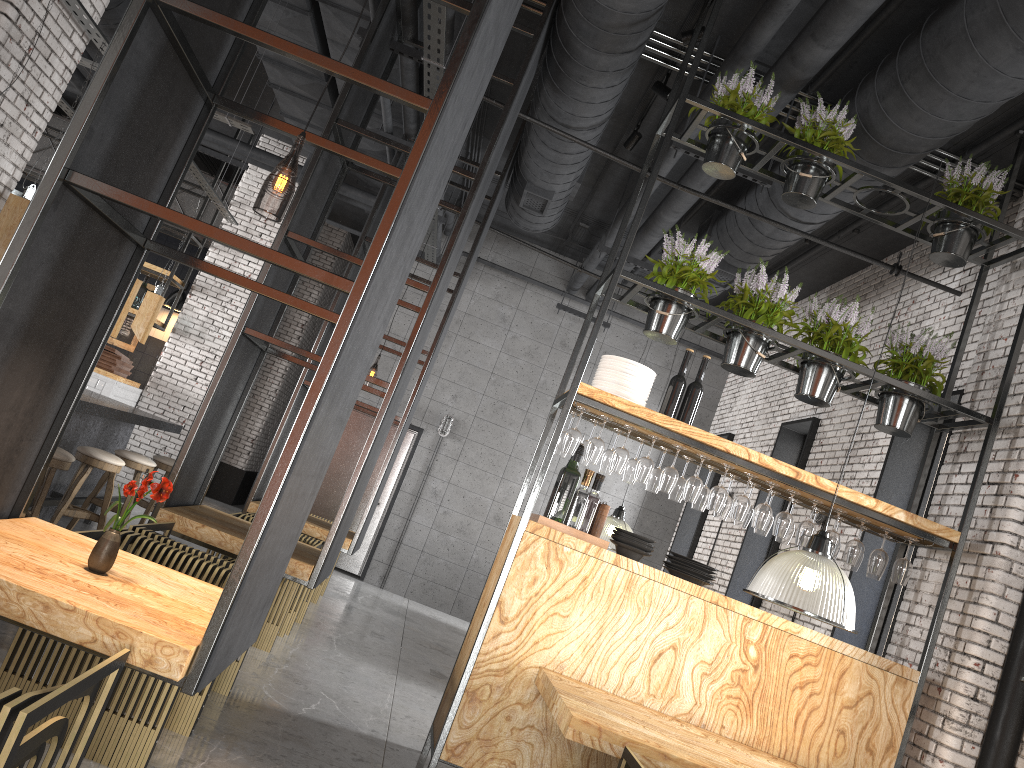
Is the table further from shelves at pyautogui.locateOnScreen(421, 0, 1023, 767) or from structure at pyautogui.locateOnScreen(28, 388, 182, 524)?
structure at pyautogui.locateOnScreen(28, 388, 182, 524)

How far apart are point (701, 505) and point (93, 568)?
3.40m

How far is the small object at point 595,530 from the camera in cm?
493

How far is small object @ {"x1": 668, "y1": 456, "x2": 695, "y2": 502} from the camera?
5.2m

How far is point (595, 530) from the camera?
4.9m

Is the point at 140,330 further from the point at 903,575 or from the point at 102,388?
the point at 903,575

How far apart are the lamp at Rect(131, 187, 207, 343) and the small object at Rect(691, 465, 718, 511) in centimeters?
510cm

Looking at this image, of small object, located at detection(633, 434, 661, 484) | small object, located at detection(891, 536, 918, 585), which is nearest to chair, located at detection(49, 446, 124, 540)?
small object, located at detection(633, 434, 661, 484)

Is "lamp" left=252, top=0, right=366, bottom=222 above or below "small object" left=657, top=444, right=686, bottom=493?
above

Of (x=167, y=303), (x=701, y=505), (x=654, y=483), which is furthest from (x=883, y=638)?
(x=167, y=303)
